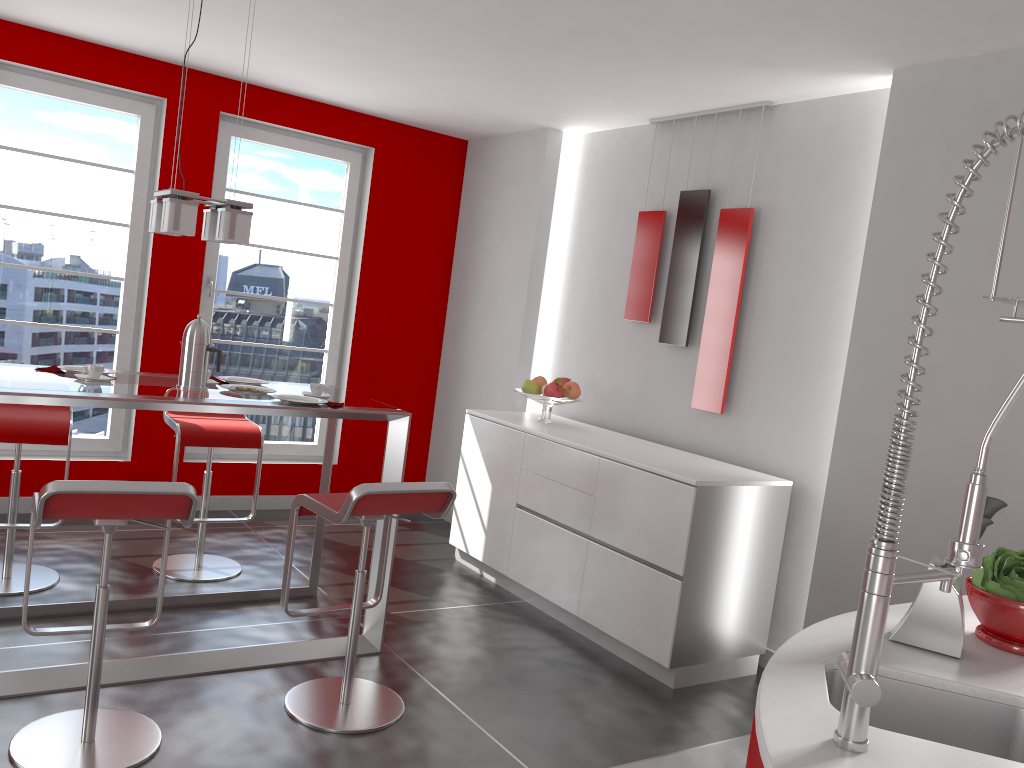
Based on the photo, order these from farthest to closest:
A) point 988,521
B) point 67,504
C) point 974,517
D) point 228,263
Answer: point 228,263 → point 67,504 → point 988,521 → point 974,517

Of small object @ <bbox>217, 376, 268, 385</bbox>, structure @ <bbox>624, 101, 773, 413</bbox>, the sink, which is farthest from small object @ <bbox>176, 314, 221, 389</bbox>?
the sink

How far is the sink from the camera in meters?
1.6 m

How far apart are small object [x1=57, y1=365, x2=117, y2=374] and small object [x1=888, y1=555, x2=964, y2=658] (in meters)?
3.05

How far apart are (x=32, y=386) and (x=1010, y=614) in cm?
288

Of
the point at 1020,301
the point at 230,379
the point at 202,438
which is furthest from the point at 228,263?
the point at 1020,301

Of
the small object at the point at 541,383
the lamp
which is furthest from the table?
the small object at the point at 541,383

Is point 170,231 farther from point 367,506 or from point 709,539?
point 709,539

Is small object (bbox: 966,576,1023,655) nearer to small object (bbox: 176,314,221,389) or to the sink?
the sink

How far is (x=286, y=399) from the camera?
3.5m
